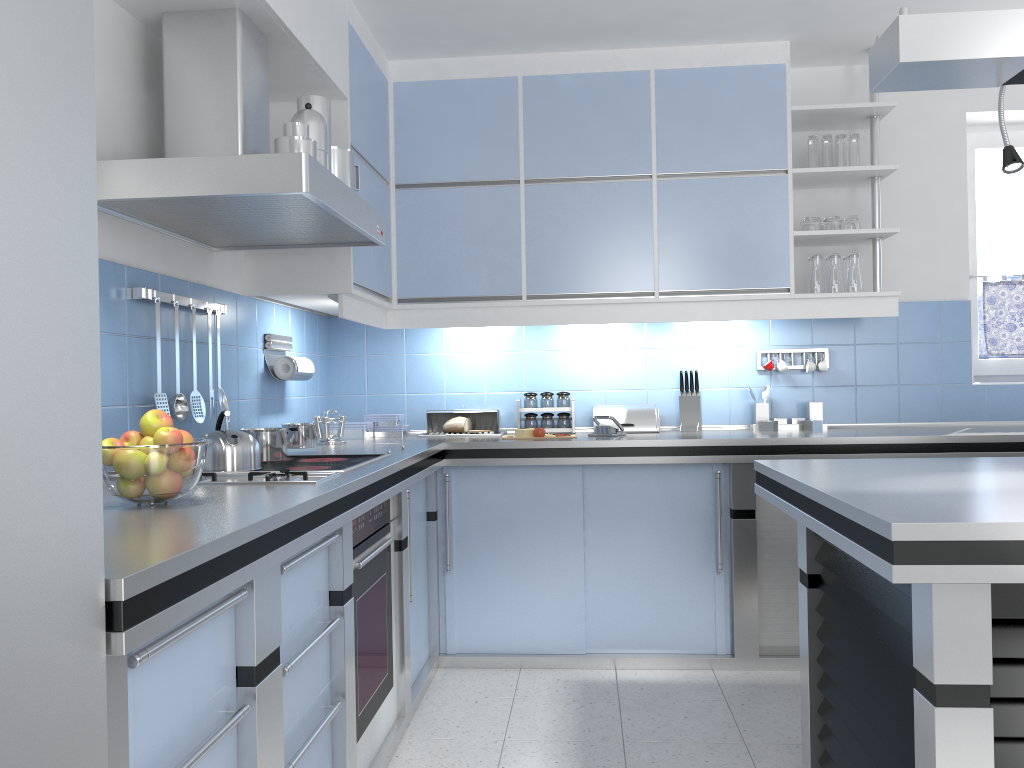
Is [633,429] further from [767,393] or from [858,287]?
[858,287]

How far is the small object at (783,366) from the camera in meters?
4.2 m

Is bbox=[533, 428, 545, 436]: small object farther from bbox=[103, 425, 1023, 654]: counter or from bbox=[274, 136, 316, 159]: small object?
bbox=[274, 136, 316, 159]: small object

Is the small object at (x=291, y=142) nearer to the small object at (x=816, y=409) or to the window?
the small object at (x=816, y=409)

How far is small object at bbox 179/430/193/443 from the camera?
1.91m

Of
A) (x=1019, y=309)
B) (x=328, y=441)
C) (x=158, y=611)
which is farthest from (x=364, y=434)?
(x=1019, y=309)

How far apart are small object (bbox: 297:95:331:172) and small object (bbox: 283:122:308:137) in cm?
27

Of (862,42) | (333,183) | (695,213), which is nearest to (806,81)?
(862,42)

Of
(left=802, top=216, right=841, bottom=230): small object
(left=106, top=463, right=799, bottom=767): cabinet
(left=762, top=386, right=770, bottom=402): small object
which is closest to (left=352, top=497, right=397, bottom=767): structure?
(left=106, top=463, right=799, bottom=767): cabinet

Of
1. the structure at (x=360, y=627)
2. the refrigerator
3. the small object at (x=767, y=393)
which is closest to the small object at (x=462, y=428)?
the structure at (x=360, y=627)
